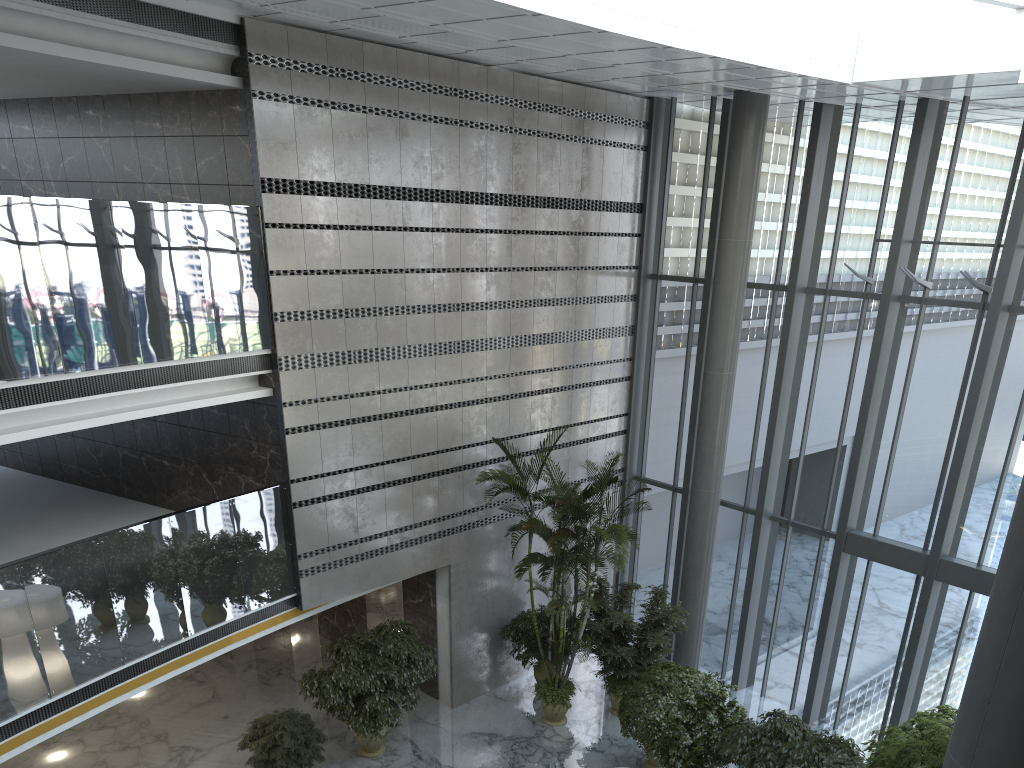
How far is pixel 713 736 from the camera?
9.82m

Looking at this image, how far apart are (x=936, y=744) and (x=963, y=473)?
4.2 meters

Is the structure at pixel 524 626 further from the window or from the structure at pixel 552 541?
the window

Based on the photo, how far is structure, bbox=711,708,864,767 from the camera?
8.94m

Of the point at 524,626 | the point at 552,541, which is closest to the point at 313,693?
the point at 524,626

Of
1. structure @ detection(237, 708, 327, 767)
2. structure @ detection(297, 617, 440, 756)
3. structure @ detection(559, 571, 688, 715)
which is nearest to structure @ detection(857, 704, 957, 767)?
structure @ detection(559, 571, 688, 715)

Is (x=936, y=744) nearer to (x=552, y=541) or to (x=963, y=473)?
(x=963, y=473)

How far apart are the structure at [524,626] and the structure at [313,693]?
1.68m

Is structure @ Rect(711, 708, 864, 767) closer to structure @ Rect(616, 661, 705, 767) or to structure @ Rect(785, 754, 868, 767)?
structure @ Rect(785, 754, 868, 767)

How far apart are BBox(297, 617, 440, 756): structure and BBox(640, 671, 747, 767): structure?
3.0 meters
